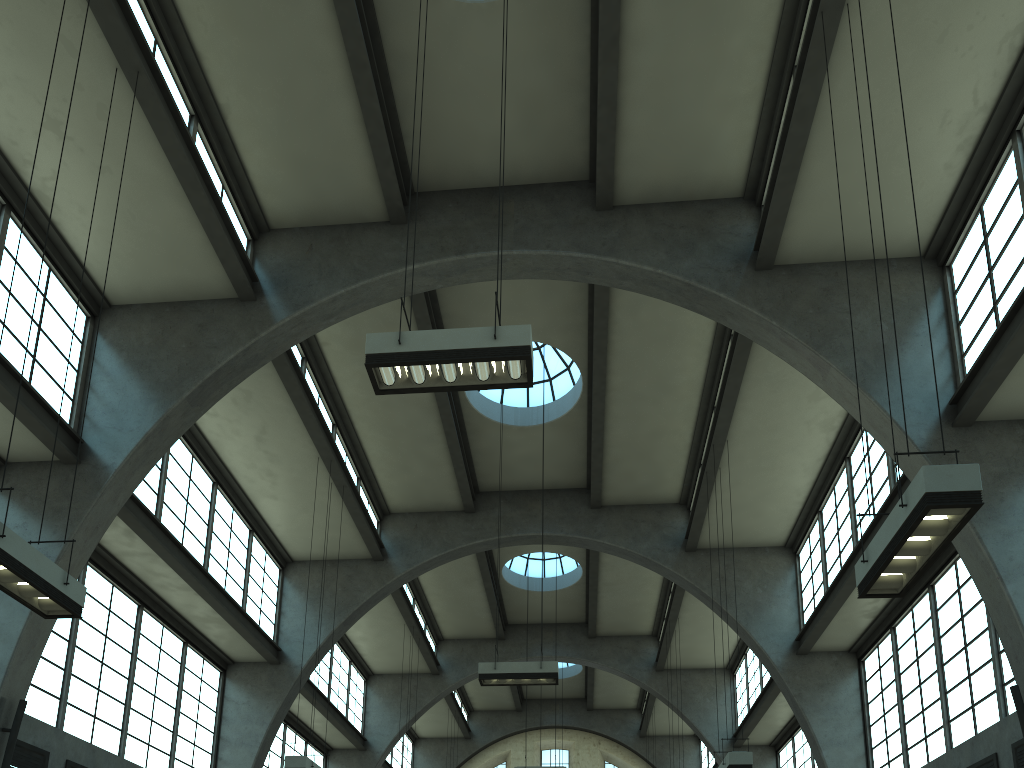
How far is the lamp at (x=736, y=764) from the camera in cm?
1250

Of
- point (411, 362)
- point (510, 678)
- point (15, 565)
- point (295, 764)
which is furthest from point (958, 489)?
point (295, 764)

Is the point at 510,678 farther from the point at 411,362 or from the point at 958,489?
the point at 958,489

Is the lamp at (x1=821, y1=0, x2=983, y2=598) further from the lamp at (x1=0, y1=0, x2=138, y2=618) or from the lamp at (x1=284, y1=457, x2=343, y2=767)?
the lamp at (x1=284, y1=457, x2=343, y2=767)

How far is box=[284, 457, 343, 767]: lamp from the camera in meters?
13.2 m

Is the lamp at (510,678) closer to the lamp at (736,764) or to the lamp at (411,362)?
the lamp at (736,764)

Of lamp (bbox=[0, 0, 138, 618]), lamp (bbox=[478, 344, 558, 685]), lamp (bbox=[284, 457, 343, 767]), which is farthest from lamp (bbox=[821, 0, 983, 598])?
lamp (bbox=[284, 457, 343, 767])

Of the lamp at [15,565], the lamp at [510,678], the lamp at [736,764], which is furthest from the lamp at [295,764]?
the lamp at [736,764]

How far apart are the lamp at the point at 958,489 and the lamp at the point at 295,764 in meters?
9.8

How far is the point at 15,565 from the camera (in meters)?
7.04
